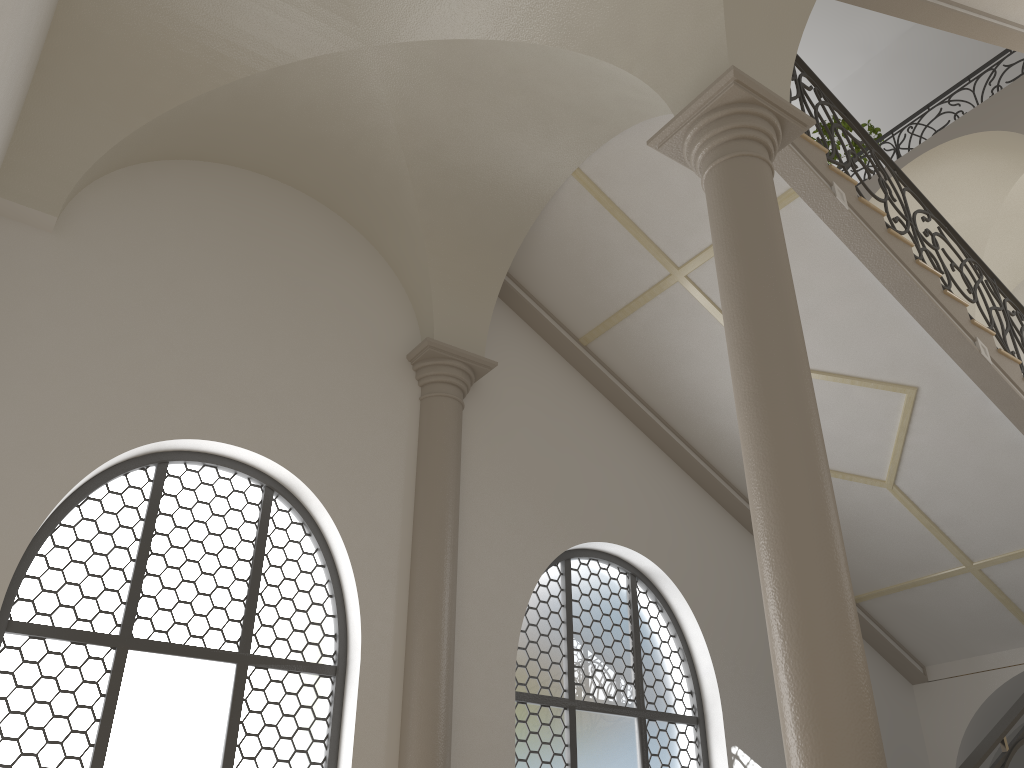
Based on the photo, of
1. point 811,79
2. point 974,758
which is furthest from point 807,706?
point 811,79

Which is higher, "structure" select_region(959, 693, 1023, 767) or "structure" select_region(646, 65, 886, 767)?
"structure" select_region(646, 65, 886, 767)

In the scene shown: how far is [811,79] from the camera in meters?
7.3

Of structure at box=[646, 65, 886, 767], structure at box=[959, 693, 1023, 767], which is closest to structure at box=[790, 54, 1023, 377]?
structure at box=[646, 65, 886, 767]

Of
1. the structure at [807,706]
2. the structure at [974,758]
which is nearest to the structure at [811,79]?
the structure at [807,706]

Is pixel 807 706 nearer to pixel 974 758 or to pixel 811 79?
pixel 974 758

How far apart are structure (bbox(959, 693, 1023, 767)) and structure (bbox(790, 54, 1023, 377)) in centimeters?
419cm

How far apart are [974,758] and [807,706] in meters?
0.7

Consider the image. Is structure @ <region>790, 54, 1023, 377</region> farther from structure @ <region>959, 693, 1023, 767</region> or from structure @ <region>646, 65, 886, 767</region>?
structure @ <region>959, 693, 1023, 767</region>

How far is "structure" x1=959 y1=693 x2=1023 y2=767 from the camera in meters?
3.4 m
